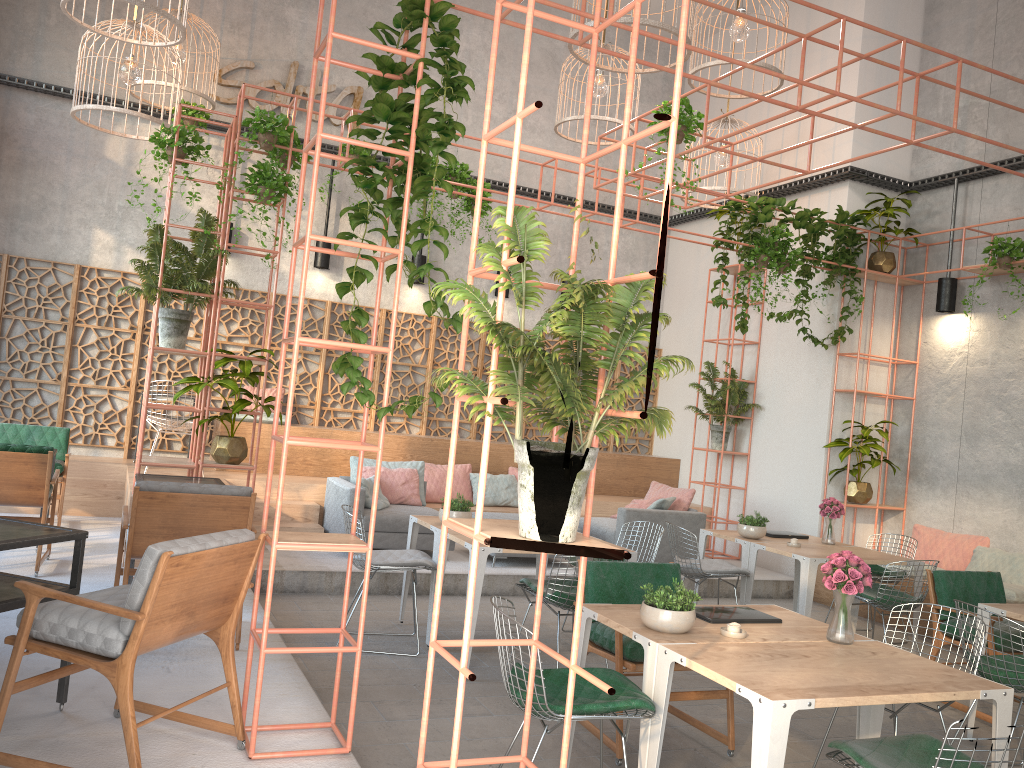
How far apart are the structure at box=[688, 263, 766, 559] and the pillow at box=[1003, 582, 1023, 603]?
4.6m

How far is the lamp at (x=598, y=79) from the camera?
9.2m

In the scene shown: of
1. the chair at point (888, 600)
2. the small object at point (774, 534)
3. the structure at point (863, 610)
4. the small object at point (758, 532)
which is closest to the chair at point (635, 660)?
the chair at point (888, 600)

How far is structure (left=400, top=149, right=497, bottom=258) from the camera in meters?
10.5 m

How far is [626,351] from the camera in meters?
2.9

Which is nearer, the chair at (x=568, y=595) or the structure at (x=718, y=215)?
the chair at (x=568, y=595)

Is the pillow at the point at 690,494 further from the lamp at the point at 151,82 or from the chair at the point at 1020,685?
the lamp at the point at 151,82

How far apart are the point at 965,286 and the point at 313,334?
7.4 meters

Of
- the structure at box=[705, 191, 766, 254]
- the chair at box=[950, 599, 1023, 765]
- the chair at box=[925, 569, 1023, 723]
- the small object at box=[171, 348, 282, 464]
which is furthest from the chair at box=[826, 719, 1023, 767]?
the structure at box=[705, 191, 766, 254]

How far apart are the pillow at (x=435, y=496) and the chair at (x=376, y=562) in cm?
382
